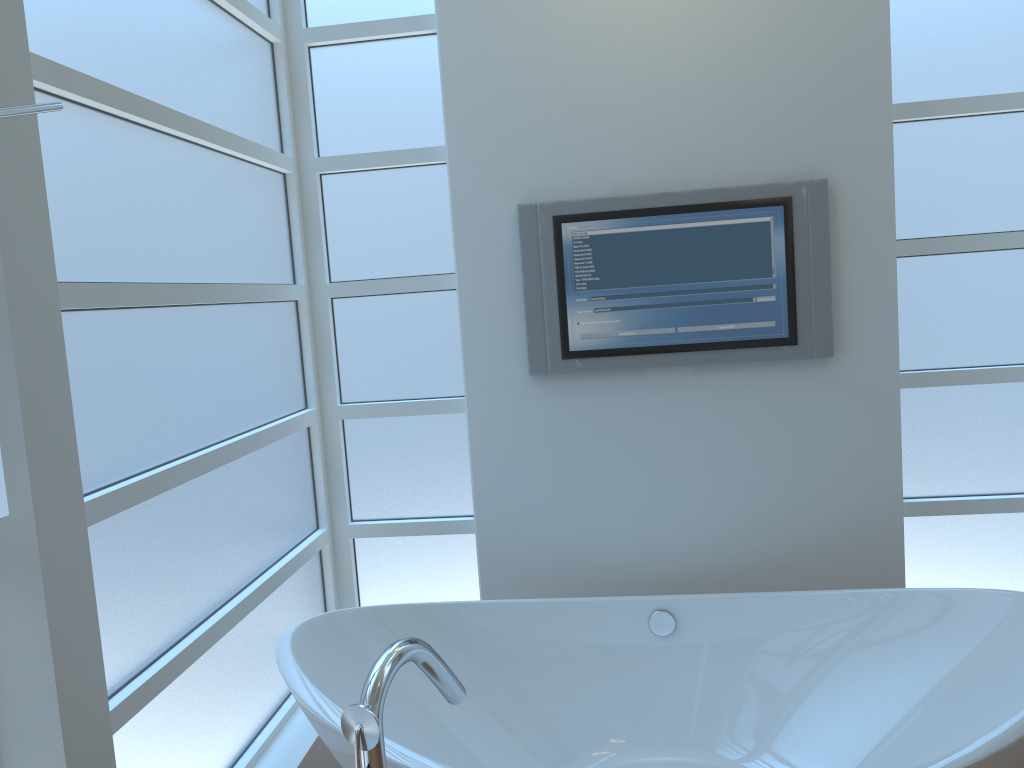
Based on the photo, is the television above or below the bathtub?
above

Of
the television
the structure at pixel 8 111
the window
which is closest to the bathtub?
the window

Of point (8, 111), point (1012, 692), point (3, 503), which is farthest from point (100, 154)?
point (1012, 692)

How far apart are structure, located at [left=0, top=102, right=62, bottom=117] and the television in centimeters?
174cm

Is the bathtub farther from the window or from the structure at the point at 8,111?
the structure at the point at 8,111

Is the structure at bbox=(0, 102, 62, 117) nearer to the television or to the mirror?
the mirror

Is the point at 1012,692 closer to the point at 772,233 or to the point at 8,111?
the point at 772,233

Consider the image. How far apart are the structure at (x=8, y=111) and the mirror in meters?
0.4 m

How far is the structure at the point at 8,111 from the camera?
0.9m

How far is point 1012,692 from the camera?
2.0m
